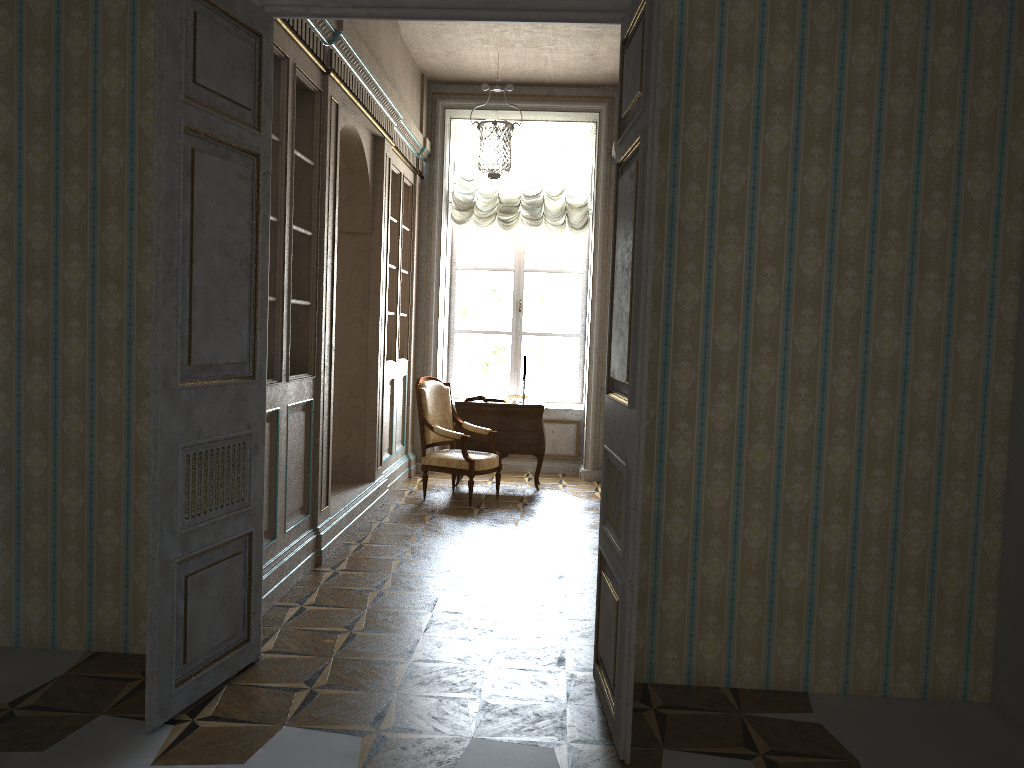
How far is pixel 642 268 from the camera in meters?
2.8 m

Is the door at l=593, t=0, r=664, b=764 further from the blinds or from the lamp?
the blinds

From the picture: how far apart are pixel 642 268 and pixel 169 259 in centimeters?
158cm

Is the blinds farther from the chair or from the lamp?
the chair

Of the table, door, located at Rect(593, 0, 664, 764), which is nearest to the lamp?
door, located at Rect(593, 0, 664, 764)

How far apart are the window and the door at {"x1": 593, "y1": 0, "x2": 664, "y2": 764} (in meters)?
5.82

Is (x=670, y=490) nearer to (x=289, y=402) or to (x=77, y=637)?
(x=289, y=402)

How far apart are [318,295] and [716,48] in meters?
2.7

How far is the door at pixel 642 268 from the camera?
2.8 meters

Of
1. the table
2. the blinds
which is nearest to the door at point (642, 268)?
the table
